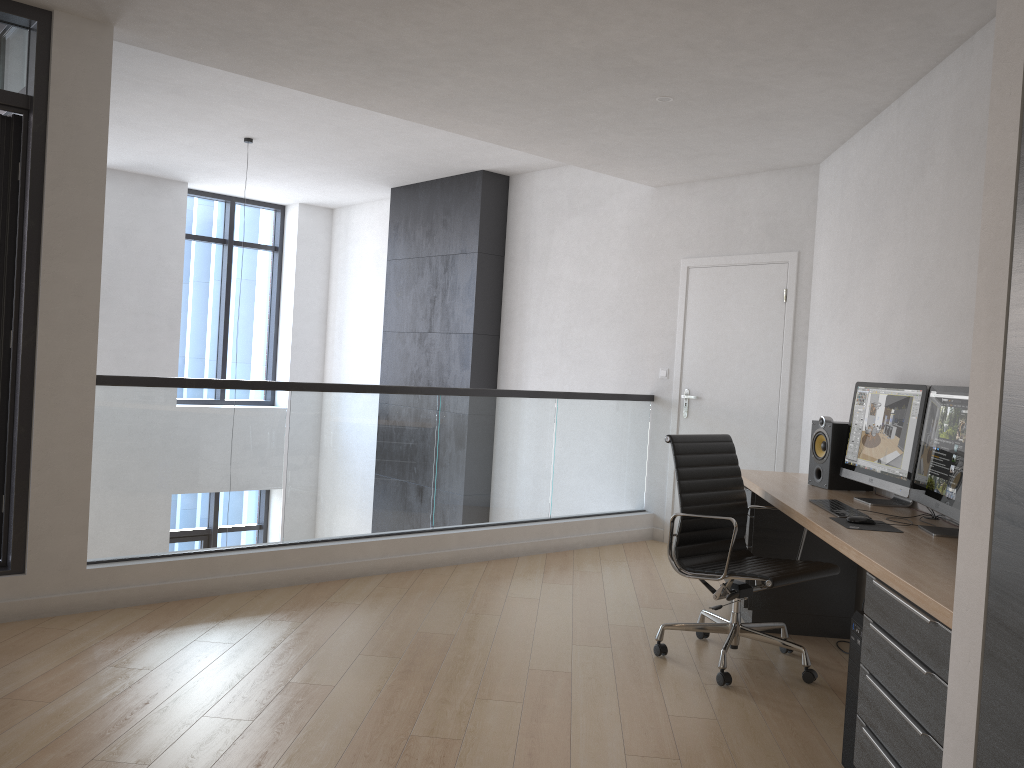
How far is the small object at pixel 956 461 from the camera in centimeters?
310cm

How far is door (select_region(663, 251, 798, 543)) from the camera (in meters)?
5.99

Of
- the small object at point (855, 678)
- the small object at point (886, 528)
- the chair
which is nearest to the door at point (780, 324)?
the chair

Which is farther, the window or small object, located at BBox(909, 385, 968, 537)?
the window

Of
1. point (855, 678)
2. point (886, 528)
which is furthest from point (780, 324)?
point (855, 678)

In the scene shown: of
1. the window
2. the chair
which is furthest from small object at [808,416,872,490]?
the window

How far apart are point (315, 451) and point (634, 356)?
2.94m

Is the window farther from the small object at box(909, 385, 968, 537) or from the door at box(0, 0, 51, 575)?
the small object at box(909, 385, 968, 537)

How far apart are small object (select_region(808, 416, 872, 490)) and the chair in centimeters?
45cm

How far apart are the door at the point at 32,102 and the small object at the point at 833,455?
3.7m
